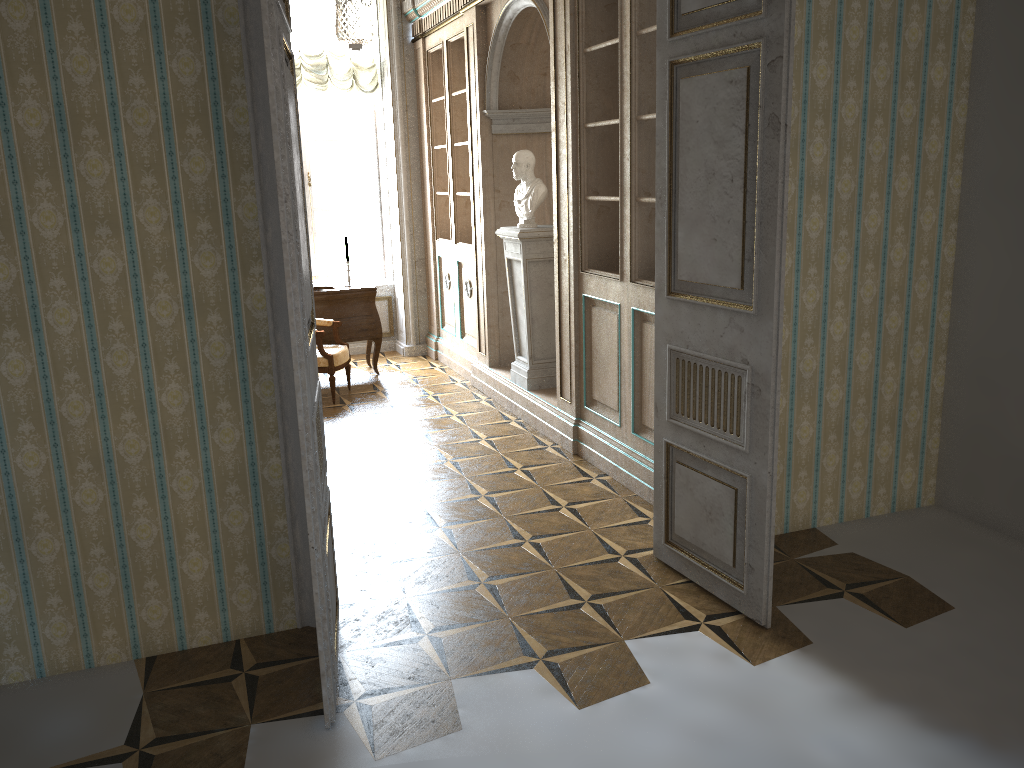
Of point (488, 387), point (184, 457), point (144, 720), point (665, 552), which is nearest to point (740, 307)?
point (665, 552)

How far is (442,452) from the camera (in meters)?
5.57

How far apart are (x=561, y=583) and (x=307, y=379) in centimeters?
164cm

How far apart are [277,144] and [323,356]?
4.5 meters

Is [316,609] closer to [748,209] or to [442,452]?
[748,209]

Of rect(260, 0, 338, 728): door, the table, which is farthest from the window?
rect(260, 0, 338, 728): door

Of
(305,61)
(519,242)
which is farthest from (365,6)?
(305,61)

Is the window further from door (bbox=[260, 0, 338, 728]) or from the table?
door (bbox=[260, 0, 338, 728])

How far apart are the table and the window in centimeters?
125cm

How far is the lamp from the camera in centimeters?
601cm
